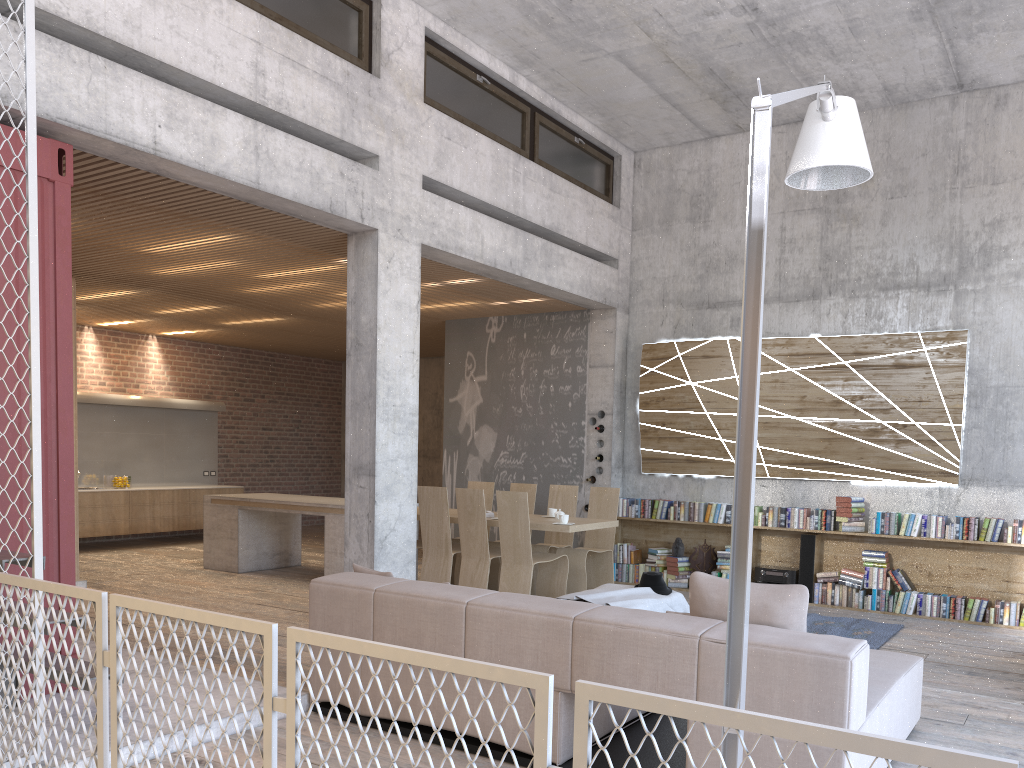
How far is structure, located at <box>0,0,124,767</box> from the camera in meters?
3.7 m

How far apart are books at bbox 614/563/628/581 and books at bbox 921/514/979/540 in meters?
3.3

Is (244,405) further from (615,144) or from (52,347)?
(52,347)

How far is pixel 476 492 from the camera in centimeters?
812cm

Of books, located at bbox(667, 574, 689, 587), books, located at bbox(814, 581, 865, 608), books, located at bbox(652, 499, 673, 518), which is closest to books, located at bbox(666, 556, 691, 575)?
books, located at bbox(667, 574, 689, 587)

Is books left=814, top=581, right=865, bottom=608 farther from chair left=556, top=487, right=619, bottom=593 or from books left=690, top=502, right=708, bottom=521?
chair left=556, top=487, right=619, bottom=593

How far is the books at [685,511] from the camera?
9.9m

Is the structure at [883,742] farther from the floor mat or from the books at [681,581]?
the books at [681,581]

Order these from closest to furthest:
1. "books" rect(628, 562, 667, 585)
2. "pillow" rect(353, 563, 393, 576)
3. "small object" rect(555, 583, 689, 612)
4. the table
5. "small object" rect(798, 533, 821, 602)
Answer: "pillow" rect(353, 563, 393, 576) < "small object" rect(555, 583, 689, 612) < "small object" rect(798, 533, 821, 602) < the table < "books" rect(628, 562, 667, 585)

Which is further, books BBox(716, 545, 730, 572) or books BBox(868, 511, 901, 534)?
books BBox(716, 545, 730, 572)
